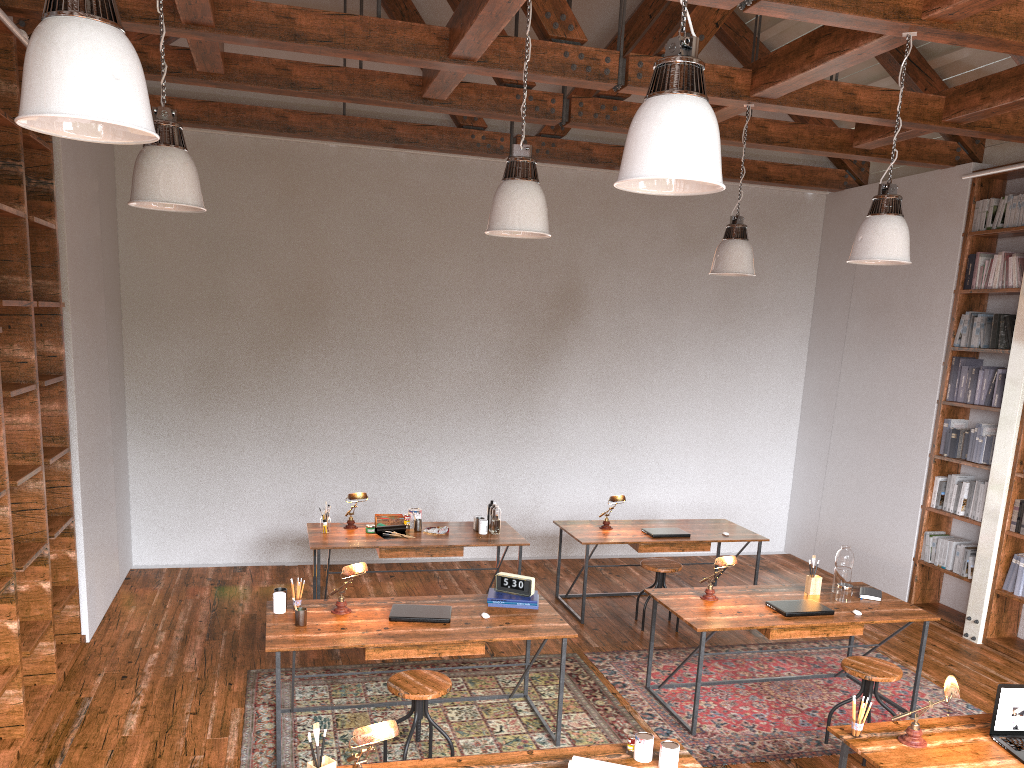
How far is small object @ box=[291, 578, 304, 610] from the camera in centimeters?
457cm

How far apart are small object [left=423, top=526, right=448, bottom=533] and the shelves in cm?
239

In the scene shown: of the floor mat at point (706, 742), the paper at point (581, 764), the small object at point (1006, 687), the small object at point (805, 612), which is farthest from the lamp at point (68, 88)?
the small object at point (805, 612)

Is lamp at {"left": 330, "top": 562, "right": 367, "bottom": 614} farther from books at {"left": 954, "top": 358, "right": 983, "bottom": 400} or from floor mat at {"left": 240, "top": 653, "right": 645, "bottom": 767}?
books at {"left": 954, "top": 358, "right": 983, "bottom": 400}

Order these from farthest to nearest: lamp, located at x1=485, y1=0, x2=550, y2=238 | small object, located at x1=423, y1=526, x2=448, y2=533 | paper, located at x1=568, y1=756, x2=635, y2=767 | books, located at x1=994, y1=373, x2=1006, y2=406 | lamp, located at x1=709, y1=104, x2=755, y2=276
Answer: books, located at x1=994, y1=373, x2=1006, y2=406
small object, located at x1=423, y1=526, x2=448, y2=533
lamp, located at x1=709, y1=104, x2=755, y2=276
lamp, located at x1=485, y1=0, x2=550, y2=238
paper, located at x1=568, y1=756, x2=635, y2=767

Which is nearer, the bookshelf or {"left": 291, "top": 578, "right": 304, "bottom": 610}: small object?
{"left": 291, "top": 578, "right": 304, "bottom": 610}: small object

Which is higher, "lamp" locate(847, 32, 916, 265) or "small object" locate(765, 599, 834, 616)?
"lamp" locate(847, 32, 916, 265)

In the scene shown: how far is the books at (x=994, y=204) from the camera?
6.8 meters

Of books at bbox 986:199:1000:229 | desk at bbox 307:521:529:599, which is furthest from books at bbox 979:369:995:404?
desk at bbox 307:521:529:599

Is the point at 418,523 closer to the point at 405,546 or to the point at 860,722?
the point at 405,546
